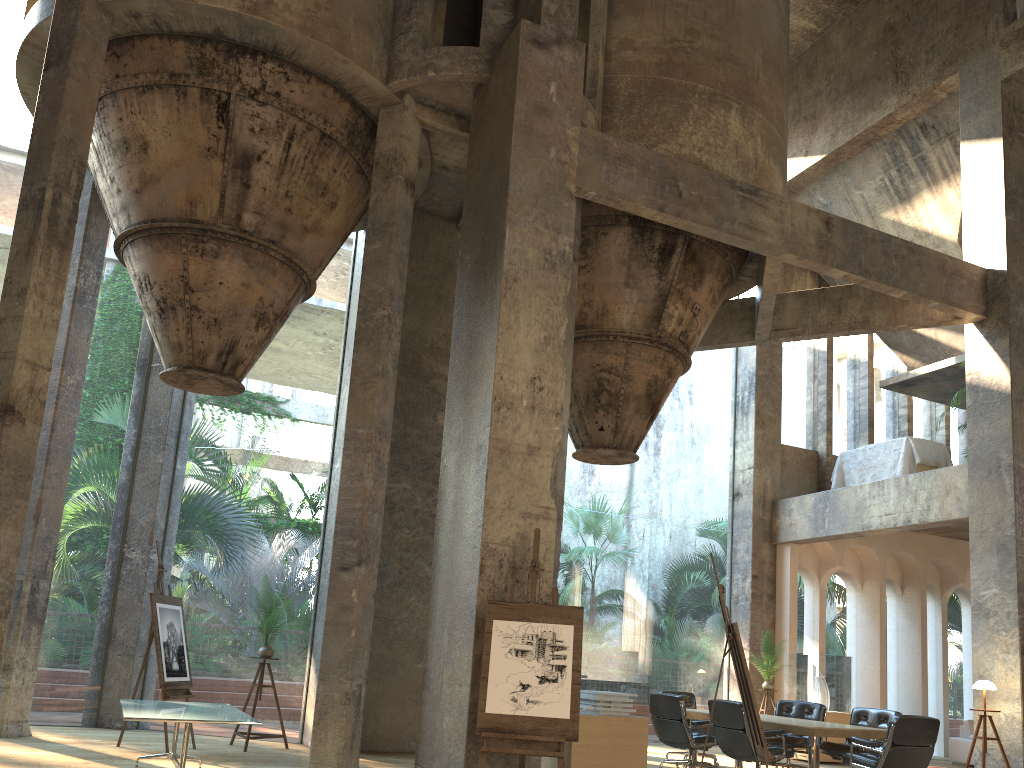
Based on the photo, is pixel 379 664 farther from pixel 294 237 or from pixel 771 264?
pixel 771 264

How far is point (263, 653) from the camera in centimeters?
935cm

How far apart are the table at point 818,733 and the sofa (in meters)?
5.40

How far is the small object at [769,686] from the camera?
12.9 meters

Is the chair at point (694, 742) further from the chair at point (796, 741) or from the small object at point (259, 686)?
the small object at point (259, 686)

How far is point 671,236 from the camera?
10.1 meters

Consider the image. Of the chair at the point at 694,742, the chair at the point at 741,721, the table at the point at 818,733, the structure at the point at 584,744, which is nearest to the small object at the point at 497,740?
the structure at the point at 584,744

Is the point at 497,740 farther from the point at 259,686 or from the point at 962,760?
the point at 962,760

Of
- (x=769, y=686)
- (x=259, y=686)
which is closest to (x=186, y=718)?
(x=259, y=686)

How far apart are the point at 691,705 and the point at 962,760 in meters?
5.4
